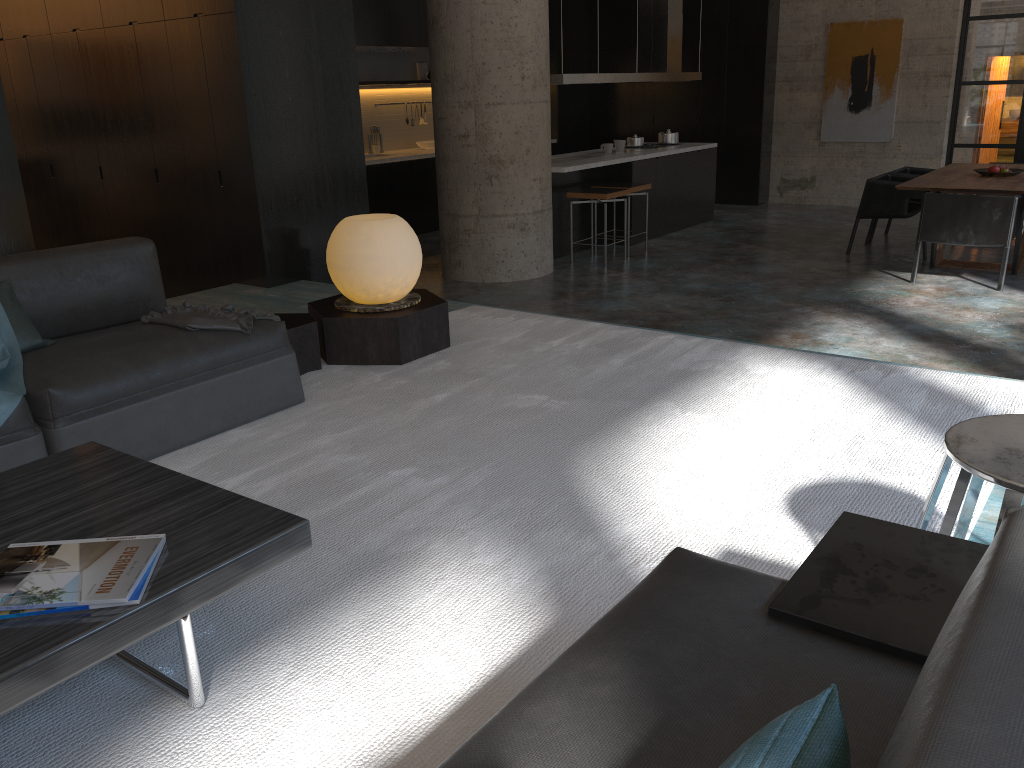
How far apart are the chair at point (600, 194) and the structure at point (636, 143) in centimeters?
221cm

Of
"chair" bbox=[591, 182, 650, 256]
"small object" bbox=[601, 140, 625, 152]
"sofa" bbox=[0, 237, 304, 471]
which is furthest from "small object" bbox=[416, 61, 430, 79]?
"sofa" bbox=[0, 237, 304, 471]

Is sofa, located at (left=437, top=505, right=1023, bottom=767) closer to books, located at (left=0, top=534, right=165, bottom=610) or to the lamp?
books, located at (left=0, top=534, right=165, bottom=610)

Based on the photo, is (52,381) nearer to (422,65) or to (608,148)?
(608,148)

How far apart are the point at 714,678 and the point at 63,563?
1.3m

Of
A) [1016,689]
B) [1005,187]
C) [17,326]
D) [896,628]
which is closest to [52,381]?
[17,326]

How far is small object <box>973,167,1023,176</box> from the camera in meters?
8.1 m

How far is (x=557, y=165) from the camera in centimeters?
863cm

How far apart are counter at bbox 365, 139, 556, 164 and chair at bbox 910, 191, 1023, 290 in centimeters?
581cm

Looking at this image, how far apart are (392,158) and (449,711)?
9.3 meters
